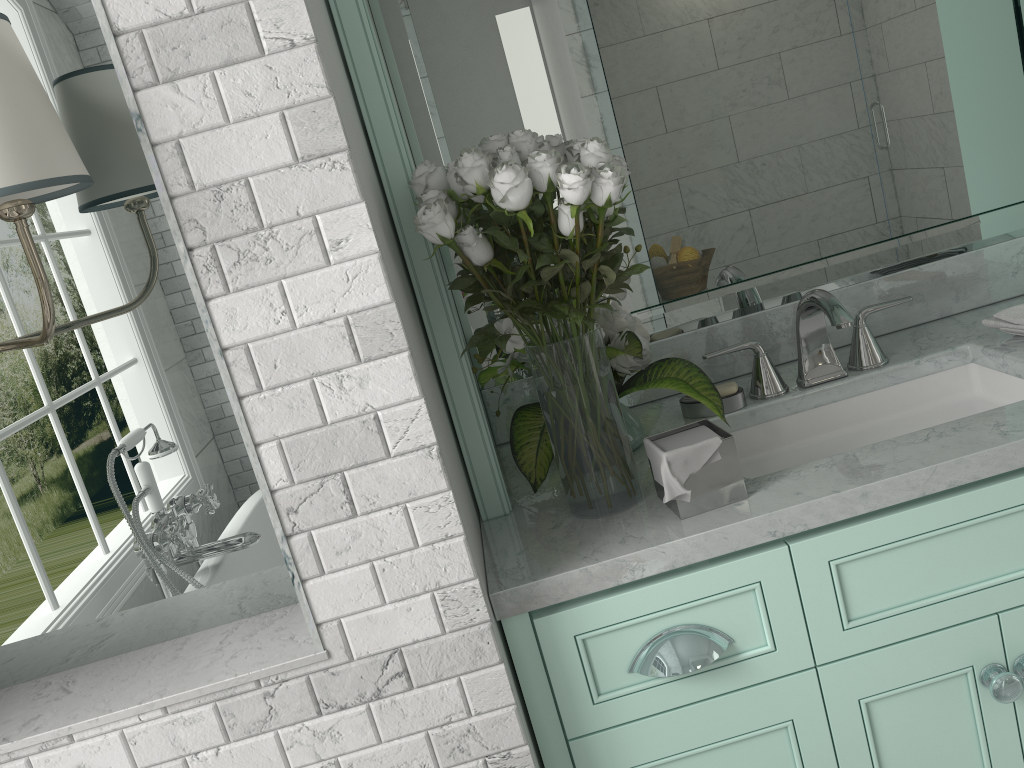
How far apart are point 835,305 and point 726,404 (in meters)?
0.29

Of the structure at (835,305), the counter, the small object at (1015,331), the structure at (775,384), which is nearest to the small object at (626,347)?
the counter

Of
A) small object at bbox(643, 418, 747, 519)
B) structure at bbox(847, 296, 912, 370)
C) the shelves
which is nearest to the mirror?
structure at bbox(847, 296, 912, 370)

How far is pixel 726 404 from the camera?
1.8m

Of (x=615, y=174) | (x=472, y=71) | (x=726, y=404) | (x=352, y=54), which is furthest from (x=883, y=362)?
(x=352, y=54)

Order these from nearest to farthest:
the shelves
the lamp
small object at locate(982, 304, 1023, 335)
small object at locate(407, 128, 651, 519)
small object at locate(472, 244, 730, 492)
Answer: the lamp
small object at locate(407, 128, 651, 519)
the shelves
small object at locate(472, 244, 730, 492)
small object at locate(982, 304, 1023, 335)

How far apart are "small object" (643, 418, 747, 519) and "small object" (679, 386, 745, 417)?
0.3m

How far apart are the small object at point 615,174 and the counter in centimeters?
1cm

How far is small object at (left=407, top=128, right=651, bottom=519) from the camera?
1.27m

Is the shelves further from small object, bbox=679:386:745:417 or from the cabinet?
small object, bbox=679:386:745:417
